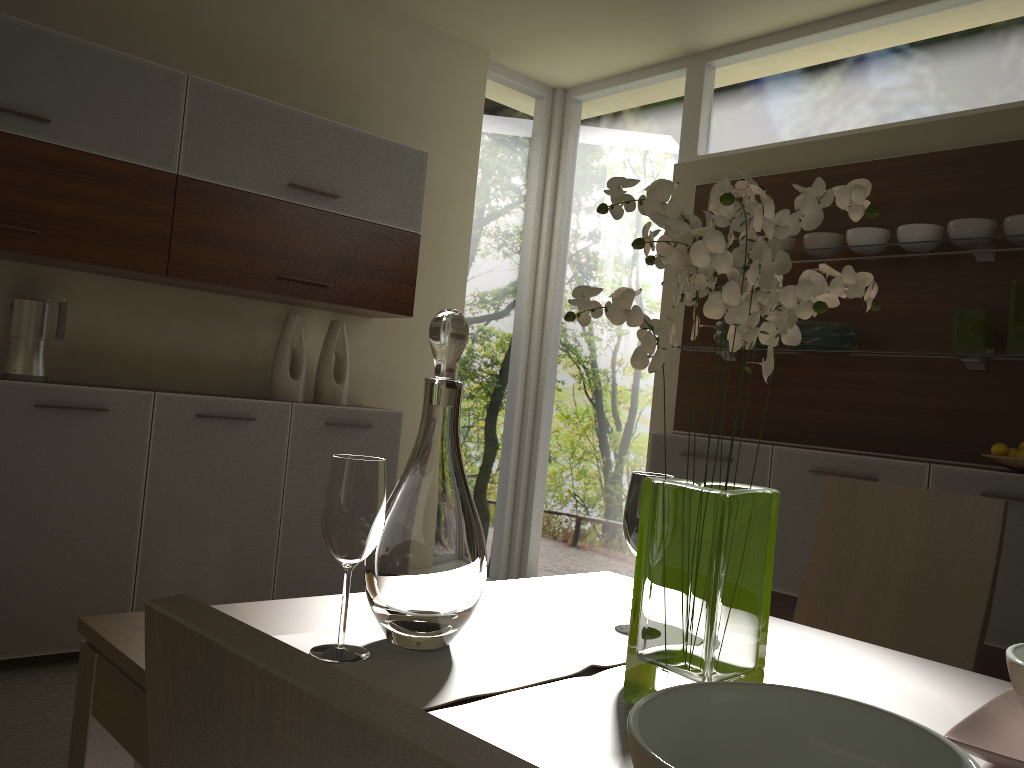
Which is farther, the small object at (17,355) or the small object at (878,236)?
the small object at (878,236)

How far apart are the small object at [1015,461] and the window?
1.47m

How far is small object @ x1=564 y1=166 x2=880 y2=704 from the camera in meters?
0.9

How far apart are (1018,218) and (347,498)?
2.9 meters

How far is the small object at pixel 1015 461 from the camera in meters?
2.9

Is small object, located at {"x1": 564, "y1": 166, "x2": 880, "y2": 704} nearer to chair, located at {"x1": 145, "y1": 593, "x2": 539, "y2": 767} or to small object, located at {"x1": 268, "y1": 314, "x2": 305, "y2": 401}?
chair, located at {"x1": 145, "y1": 593, "x2": 539, "y2": 767}

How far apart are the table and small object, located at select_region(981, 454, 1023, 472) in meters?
1.8

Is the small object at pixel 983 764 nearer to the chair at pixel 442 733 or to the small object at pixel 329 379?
the chair at pixel 442 733

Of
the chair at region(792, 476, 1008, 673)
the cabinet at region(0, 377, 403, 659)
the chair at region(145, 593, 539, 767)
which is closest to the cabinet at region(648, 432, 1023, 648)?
the cabinet at region(0, 377, 403, 659)

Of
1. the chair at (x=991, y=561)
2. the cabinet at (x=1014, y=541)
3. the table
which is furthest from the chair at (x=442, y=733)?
the cabinet at (x=1014, y=541)
